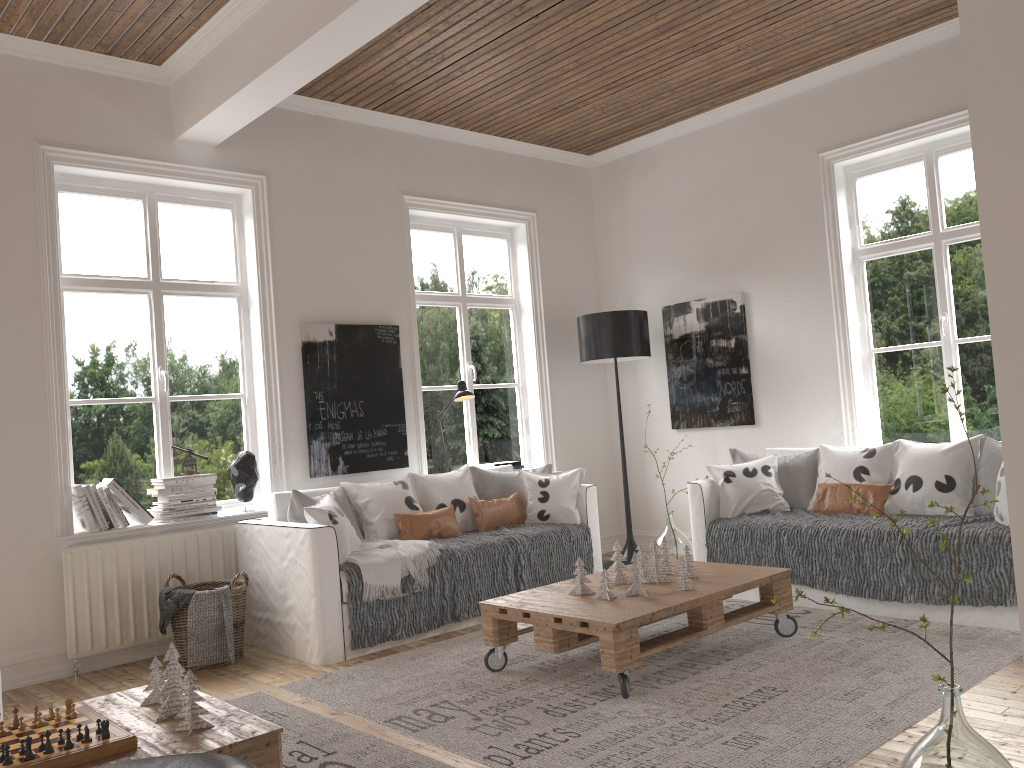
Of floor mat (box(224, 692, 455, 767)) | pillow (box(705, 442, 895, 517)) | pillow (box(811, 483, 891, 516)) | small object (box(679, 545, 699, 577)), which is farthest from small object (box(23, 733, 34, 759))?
pillow (box(811, 483, 891, 516))

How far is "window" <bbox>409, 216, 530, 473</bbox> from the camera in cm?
614

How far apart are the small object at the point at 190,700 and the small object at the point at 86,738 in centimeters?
23cm

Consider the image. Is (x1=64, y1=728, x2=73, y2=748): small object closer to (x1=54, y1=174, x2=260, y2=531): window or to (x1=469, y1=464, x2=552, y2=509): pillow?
(x1=54, y1=174, x2=260, y2=531): window

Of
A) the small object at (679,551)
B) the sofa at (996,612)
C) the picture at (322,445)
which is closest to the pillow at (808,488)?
the sofa at (996,612)

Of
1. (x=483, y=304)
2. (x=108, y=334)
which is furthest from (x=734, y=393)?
(x=108, y=334)

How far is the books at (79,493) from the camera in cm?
435

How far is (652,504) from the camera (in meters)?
6.70

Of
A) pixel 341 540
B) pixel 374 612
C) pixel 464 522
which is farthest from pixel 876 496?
pixel 341 540

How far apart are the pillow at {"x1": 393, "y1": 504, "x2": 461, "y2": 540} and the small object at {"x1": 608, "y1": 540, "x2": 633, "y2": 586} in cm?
130
